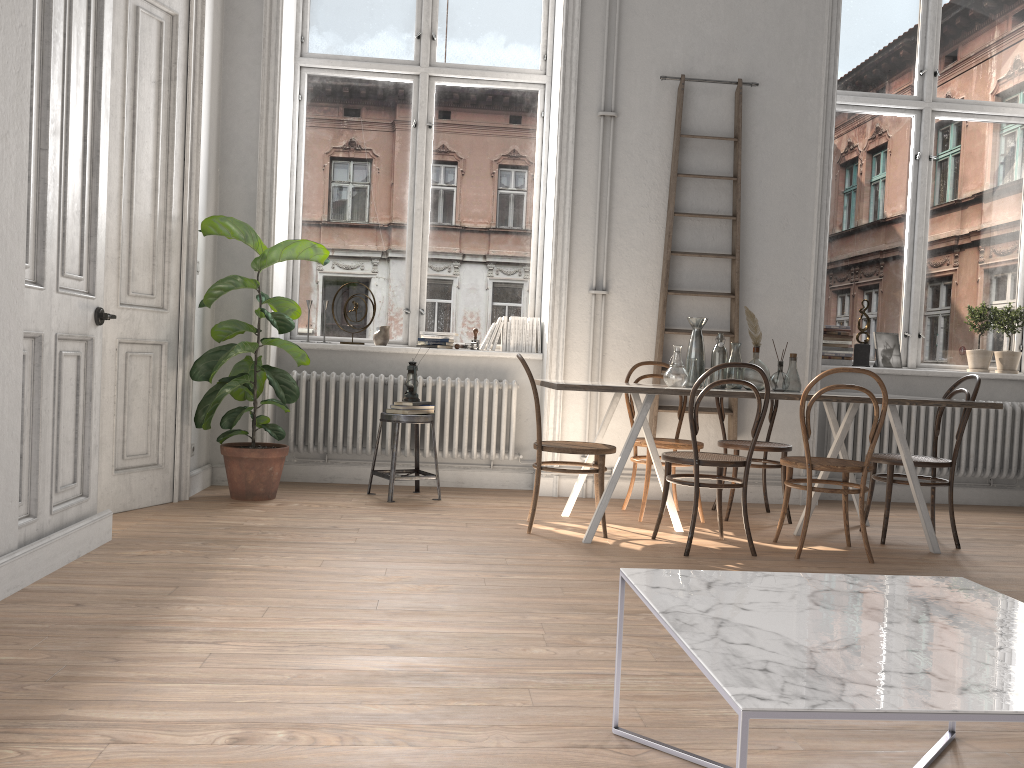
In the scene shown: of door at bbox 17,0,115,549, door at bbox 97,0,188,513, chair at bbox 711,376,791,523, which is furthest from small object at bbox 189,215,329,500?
chair at bbox 711,376,791,523

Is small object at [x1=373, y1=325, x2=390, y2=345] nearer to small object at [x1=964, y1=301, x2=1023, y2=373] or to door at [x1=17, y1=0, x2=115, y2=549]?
door at [x1=17, y1=0, x2=115, y2=549]

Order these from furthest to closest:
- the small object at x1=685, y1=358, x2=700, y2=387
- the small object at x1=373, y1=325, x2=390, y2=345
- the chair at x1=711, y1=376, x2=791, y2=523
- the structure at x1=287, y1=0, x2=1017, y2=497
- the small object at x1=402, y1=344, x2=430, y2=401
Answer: the small object at x1=373, y1=325, x2=390, y2=345 → the structure at x1=287, y1=0, x2=1017, y2=497 → the small object at x1=402, y1=344, x2=430, y2=401 → the chair at x1=711, y1=376, x2=791, y2=523 → the small object at x1=685, y1=358, x2=700, y2=387

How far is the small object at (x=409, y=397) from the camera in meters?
5.5 m

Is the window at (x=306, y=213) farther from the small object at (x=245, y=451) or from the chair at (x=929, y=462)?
the chair at (x=929, y=462)

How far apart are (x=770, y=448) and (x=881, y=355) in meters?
1.8

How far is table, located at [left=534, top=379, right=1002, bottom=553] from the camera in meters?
4.2 m

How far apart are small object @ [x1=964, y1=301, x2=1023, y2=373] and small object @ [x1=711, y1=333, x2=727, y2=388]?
2.7m

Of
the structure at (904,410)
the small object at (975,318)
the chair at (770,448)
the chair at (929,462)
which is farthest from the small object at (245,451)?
the small object at (975,318)

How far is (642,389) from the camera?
4.19m
